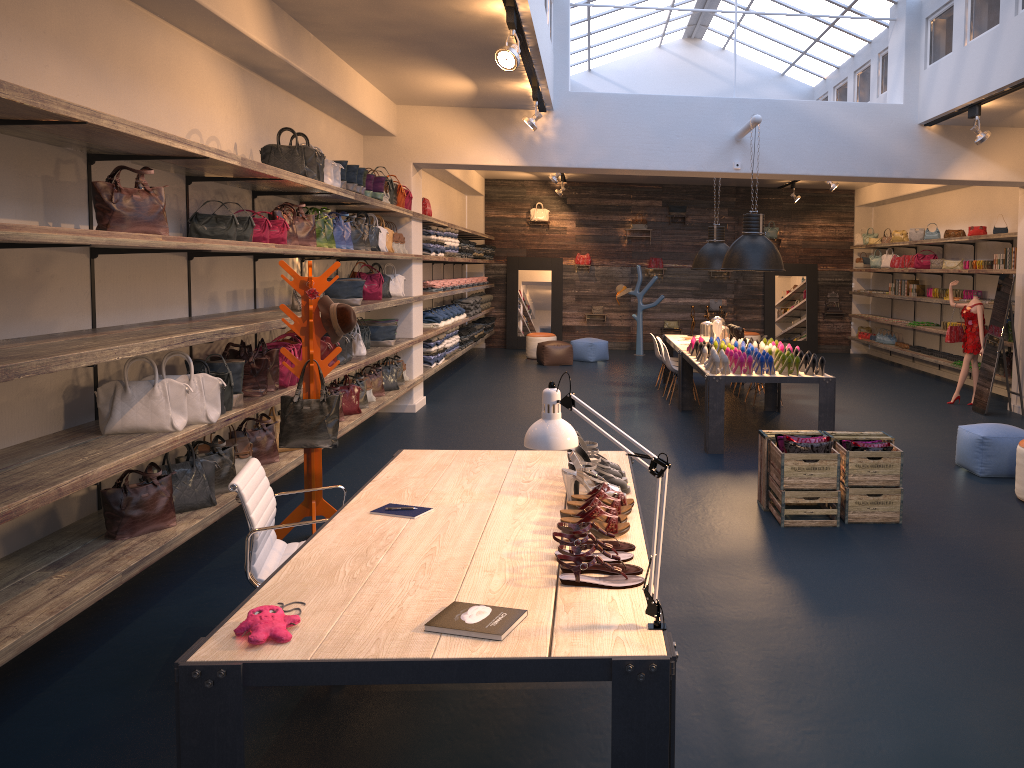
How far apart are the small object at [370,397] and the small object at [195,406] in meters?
3.8 m

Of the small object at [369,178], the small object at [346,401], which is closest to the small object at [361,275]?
the small object at [369,178]

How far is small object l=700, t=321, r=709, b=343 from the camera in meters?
10.8

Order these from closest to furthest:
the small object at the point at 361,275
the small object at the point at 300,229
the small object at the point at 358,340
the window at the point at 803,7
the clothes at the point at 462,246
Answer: the small object at the point at 300,229
the small object at the point at 358,340
the small object at the point at 361,275
the window at the point at 803,7
the clothes at the point at 462,246

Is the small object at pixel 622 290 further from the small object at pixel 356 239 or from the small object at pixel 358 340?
the small object at pixel 356 239

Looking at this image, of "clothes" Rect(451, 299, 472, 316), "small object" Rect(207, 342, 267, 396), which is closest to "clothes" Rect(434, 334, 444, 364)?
"clothes" Rect(451, 299, 472, 316)

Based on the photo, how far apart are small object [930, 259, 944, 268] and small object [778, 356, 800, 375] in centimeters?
681cm

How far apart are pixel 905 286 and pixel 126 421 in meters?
13.6

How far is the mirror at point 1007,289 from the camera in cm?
1010

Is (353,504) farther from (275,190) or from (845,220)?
(845,220)
